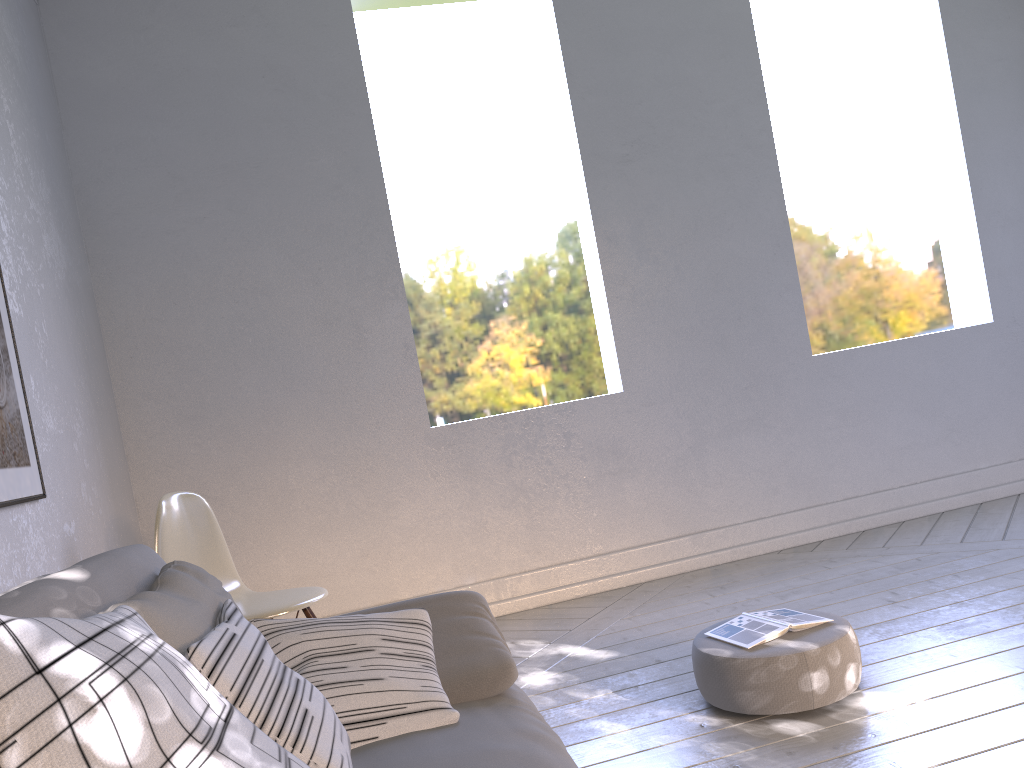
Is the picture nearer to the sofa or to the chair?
the chair

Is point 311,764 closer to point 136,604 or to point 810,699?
point 136,604

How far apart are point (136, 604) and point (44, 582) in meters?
0.1 m

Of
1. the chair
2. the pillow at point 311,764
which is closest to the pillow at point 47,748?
the pillow at point 311,764

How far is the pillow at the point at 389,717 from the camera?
1.2m

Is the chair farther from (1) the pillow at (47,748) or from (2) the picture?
(1) the pillow at (47,748)

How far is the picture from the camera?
2.0 meters

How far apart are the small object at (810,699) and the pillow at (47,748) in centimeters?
135cm

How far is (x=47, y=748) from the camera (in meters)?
0.51

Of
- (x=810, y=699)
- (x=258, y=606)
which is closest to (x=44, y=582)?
(x=258, y=606)
